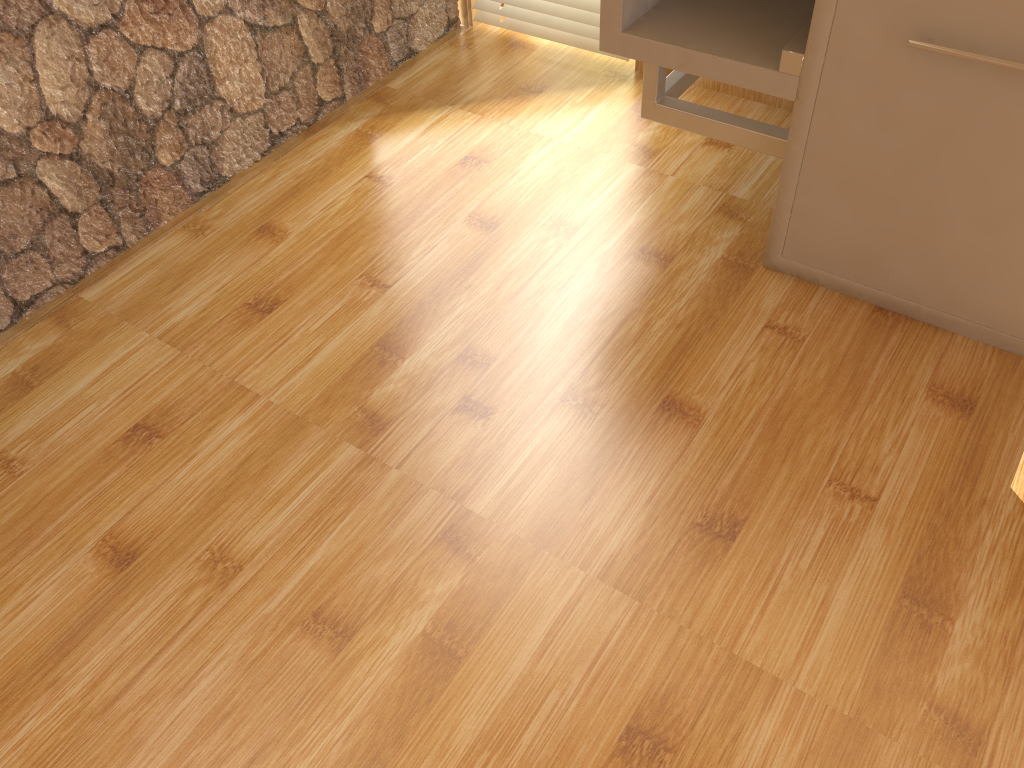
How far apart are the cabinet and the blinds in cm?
50

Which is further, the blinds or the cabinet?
the blinds

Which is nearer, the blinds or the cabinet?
the cabinet

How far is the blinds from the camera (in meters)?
1.98

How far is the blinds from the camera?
2.0m

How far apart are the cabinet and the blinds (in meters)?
0.50

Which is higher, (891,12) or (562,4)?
(891,12)

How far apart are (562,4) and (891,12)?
1.0 meters

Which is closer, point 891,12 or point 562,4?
point 891,12

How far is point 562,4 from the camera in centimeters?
198cm
